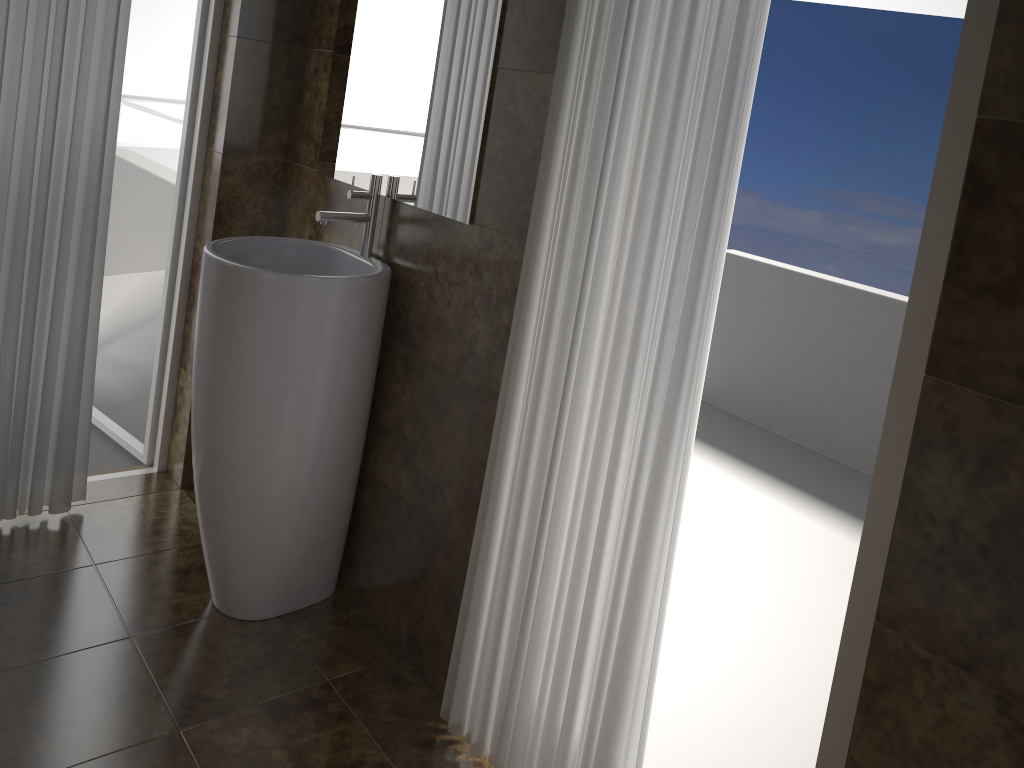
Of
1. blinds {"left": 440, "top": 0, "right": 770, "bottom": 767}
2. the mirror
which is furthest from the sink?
blinds {"left": 440, "top": 0, "right": 770, "bottom": 767}

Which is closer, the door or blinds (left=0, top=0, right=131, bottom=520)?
blinds (left=0, top=0, right=131, bottom=520)

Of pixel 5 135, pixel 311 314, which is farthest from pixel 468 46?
pixel 5 135

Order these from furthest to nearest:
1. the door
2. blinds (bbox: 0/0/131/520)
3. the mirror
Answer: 1. the door
2. blinds (bbox: 0/0/131/520)
3. the mirror

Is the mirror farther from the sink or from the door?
the door

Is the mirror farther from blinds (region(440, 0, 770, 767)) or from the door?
the door

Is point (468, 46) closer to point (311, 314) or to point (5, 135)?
point (311, 314)

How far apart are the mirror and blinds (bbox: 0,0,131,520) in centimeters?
54cm

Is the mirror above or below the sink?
above

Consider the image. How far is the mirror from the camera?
1.9 meters
